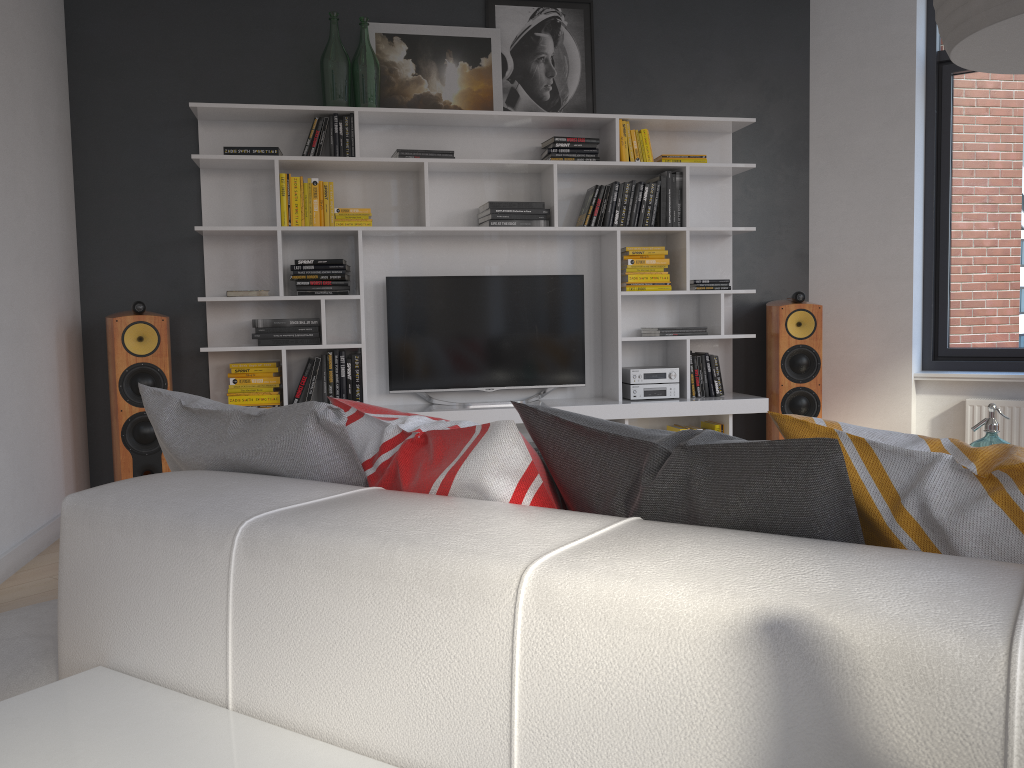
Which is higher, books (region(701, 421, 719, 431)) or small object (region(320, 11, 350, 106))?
small object (region(320, 11, 350, 106))

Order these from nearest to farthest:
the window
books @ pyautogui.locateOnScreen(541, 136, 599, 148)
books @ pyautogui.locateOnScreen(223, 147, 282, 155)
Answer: books @ pyautogui.locateOnScreen(223, 147, 282, 155) → books @ pyautogui.locateOnScreen(541, 136, 599, 148) → the window

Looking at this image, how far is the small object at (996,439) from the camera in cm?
236

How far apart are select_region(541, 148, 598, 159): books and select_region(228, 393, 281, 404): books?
1.9m

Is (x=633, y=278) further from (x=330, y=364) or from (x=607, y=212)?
(x=330, y=364)

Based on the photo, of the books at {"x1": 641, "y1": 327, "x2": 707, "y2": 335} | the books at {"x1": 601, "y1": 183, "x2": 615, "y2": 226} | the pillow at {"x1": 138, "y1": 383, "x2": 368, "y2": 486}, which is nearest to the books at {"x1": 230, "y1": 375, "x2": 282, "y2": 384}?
the books at {"x1": 601, "y1": 183, "x2": 615, "y2": 226}

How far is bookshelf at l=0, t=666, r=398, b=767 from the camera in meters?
0.9 m

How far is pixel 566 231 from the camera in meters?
4.8 m

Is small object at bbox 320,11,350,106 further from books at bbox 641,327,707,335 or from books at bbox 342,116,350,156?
books at bbox 641,327,707,335

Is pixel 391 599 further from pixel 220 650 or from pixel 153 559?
pixel 153 559
